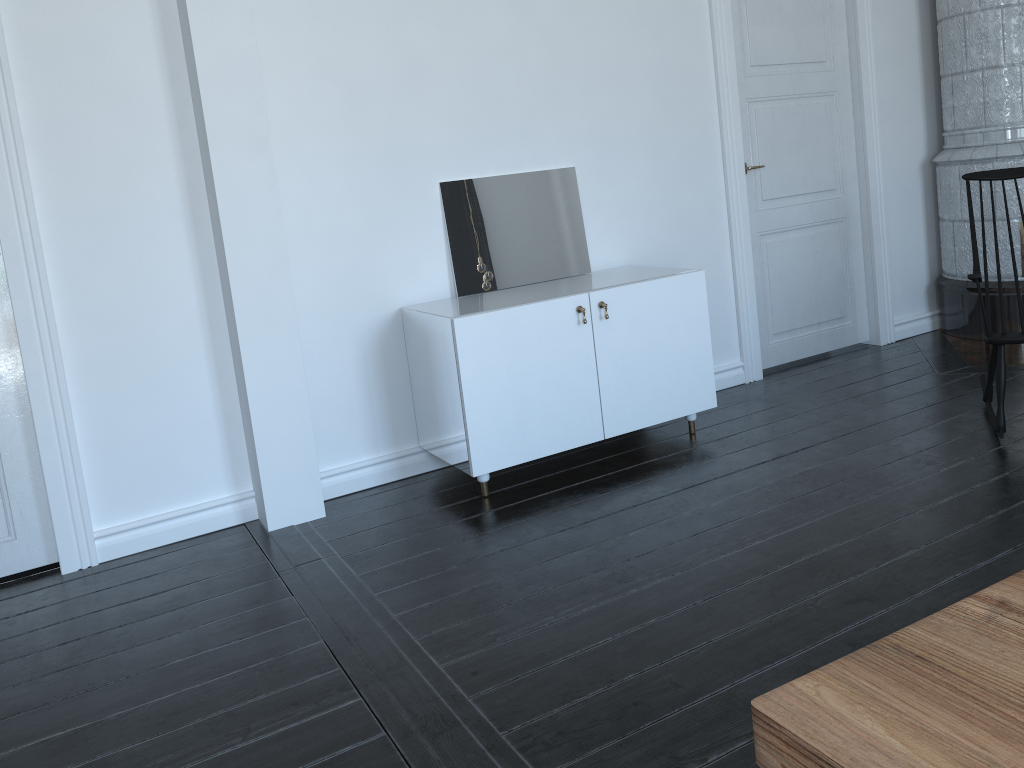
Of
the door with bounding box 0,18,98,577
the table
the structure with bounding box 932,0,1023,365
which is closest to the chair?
the structure with bounding box 932,0,1023,365

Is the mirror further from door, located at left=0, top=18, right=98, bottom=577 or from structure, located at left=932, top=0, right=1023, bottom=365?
structure, located at left=932, top=0, right=1023, bottom=365

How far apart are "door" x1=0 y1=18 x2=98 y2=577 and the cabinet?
1.3 meters

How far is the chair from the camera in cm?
339

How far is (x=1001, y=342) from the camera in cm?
A: 339

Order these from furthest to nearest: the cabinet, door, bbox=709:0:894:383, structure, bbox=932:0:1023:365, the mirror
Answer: structure, bbox=932:0:1023:365, door, bbox=709:0:894:383, the mirror, the cabinet

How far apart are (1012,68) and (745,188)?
1.58m

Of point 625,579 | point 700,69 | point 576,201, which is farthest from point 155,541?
point 700,69

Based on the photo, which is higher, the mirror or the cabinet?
the mirror

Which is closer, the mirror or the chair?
the chair
